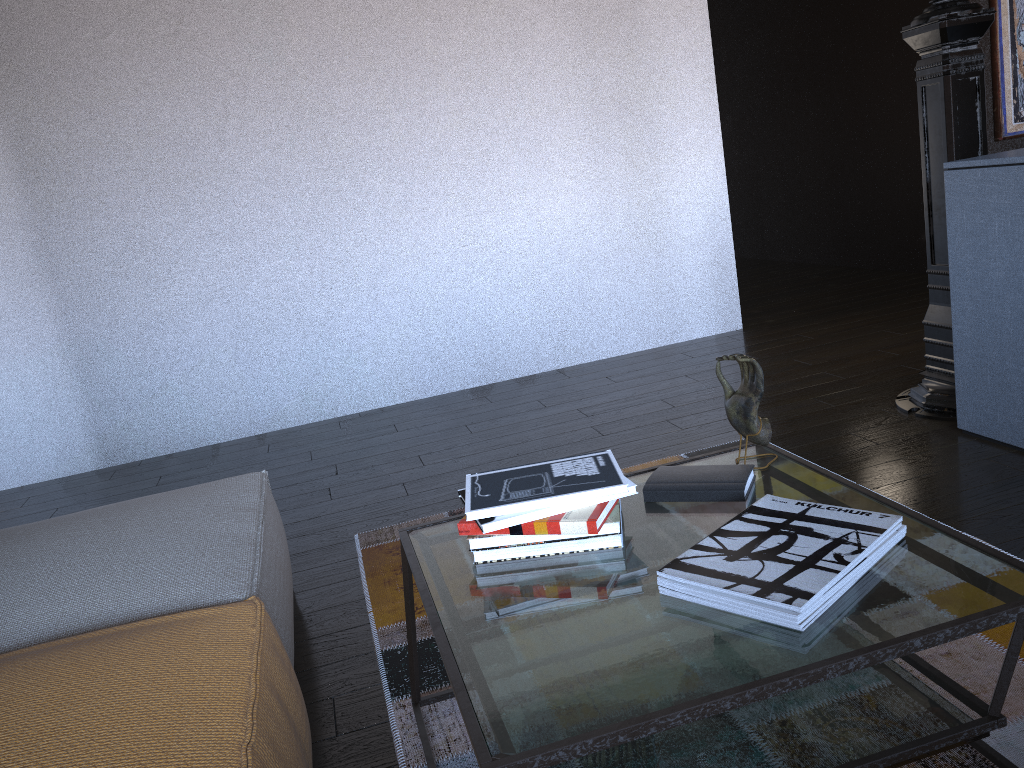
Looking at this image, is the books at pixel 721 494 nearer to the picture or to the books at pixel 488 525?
the books at pixel 488 525

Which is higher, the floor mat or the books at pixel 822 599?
the books at pixel 822 599

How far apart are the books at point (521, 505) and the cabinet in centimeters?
155cm

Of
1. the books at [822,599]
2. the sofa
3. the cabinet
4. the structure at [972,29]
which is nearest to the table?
the books at [822,599]

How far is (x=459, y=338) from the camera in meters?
4.5 m

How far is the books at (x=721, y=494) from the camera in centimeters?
153cm

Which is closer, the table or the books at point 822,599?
the table

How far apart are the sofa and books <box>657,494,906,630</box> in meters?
0.6 m

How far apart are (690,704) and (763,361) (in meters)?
3.32

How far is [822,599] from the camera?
1.13m
